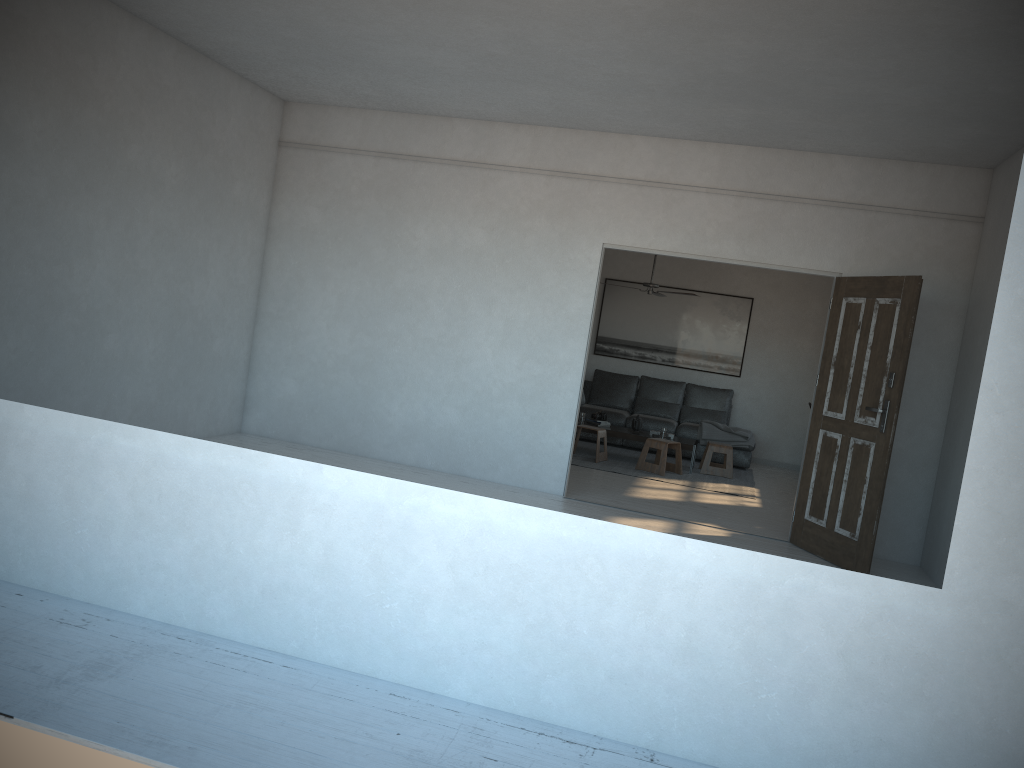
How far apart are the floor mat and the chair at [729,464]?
0.08m

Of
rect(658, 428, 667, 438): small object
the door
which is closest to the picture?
rect(658, 428, 667, 438): small object

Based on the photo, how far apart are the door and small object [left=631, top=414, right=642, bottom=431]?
3.40m

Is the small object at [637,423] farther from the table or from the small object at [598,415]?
the small object at [598,415]

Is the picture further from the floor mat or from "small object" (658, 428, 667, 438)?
"small object" (658, 428, 667, 438)

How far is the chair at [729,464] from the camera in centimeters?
962cm

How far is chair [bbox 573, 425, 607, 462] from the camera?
9.34m

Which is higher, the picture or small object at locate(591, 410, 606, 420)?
the picture

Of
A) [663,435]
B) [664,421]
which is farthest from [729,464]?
[664,421]

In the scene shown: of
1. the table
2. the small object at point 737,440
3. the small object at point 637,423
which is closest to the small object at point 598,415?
the table
